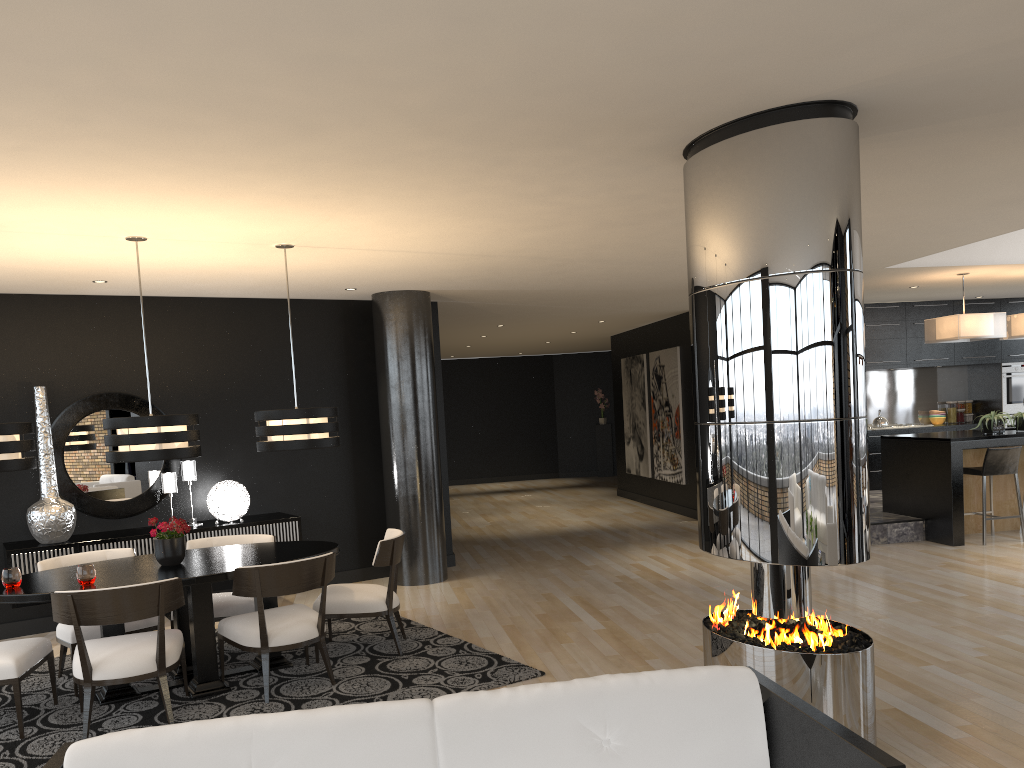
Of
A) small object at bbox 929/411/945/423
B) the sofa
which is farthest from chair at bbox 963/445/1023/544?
the sofa

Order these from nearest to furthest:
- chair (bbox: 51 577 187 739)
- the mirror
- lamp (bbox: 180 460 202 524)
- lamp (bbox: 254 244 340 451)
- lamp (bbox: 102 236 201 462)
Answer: chair (bbox: 51 577 187 739), lamp (bbox: 102 236 201 462), lamp (bbox: 254 244 340 451), the mirror, lamp (bbox: 180 460 202 524)

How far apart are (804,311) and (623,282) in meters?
5.0 m

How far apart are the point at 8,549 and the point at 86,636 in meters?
1.7

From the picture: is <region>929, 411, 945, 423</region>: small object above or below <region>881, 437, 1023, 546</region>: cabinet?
above

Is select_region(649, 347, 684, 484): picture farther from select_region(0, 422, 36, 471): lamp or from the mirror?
select_region(0, 422, 36, 471): lamp

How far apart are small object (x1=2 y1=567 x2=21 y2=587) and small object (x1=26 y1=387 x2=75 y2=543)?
2.0m

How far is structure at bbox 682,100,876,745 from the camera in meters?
3.5

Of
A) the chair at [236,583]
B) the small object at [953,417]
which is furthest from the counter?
the chair at [236,583]

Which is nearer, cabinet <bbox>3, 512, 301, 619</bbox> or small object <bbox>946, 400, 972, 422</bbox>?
cabinet <bbox>3, 512, 301, 619</bbox>
